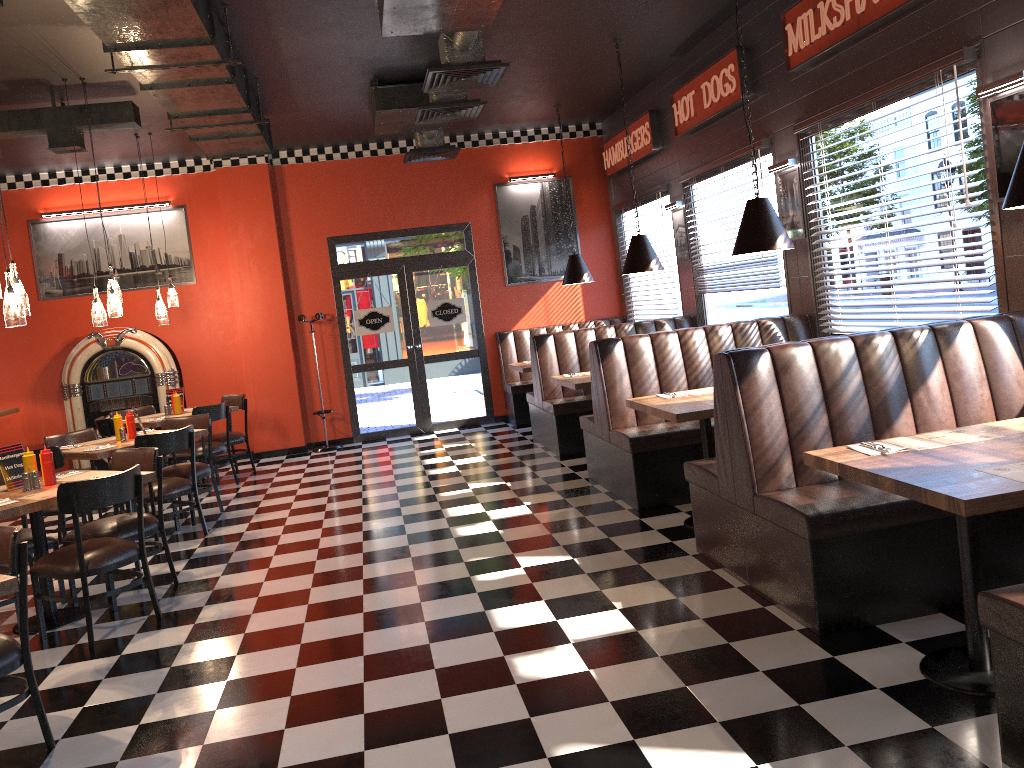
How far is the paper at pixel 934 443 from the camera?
3.40m

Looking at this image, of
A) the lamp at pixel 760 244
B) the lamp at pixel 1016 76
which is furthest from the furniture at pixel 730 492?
the lamp at pixel 1016 76

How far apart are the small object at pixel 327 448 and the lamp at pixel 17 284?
5.7m

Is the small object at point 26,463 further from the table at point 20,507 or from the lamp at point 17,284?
the lamp at point 17,284

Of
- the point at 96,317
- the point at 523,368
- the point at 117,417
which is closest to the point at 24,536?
the point at 117,417

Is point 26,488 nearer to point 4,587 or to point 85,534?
point 85,534

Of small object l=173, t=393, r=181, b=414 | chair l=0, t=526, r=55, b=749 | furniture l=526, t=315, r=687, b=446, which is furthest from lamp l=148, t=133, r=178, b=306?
chair l=0, t=526, r=55, b=749

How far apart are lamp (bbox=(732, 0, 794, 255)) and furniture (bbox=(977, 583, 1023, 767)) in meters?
3.1

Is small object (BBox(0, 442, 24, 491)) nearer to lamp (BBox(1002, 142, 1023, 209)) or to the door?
lamp (BBox(1002, 142, 1023, 209))

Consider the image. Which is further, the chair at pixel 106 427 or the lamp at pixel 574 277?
the lamp at pixel 574 277
